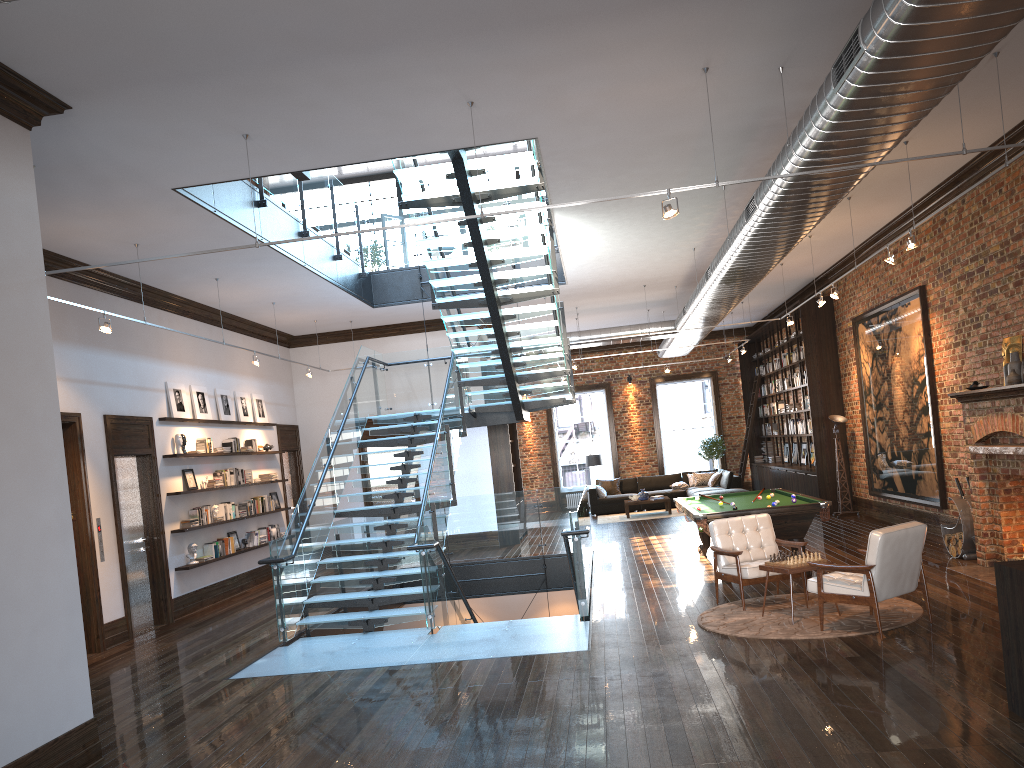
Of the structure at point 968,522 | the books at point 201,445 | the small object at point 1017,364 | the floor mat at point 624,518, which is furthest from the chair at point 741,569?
the floor mat at point 624,518

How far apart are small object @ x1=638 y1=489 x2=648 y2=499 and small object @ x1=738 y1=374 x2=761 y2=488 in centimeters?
366cm

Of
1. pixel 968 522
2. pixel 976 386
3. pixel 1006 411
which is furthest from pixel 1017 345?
pixel 968 522

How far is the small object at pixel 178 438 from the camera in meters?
12.1

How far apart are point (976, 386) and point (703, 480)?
12.2m

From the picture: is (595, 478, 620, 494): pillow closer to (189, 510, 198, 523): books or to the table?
(189, 510, 198, 523): books

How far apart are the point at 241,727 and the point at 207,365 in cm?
833

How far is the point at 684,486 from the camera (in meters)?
21.51

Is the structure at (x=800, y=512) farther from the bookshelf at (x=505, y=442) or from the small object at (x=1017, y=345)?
the bookshelf at (x=505, y=442)

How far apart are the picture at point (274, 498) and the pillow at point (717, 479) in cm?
1044
